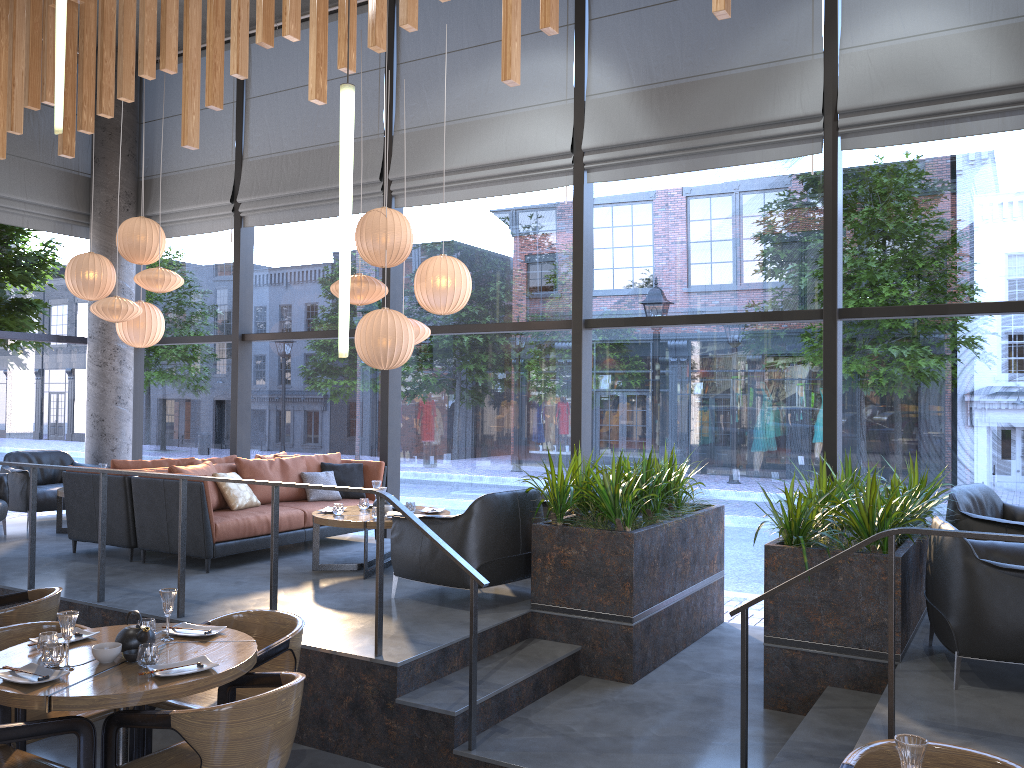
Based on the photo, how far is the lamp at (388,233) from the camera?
6.9 meters

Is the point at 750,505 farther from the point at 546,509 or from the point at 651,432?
the point at 546,509

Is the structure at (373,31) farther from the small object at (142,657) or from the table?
the small object at (142,657)

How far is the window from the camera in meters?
7.1 m

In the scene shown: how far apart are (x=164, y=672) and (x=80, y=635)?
0.8m

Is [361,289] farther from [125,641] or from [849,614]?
[849,614]

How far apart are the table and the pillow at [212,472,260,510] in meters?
0.8

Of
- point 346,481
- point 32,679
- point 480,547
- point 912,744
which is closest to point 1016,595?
point 912,744

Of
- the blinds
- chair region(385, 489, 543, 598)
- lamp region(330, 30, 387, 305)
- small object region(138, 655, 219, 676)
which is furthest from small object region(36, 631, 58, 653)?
the blinds

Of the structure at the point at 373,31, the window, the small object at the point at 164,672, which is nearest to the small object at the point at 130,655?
the small object at the point at 164,672
